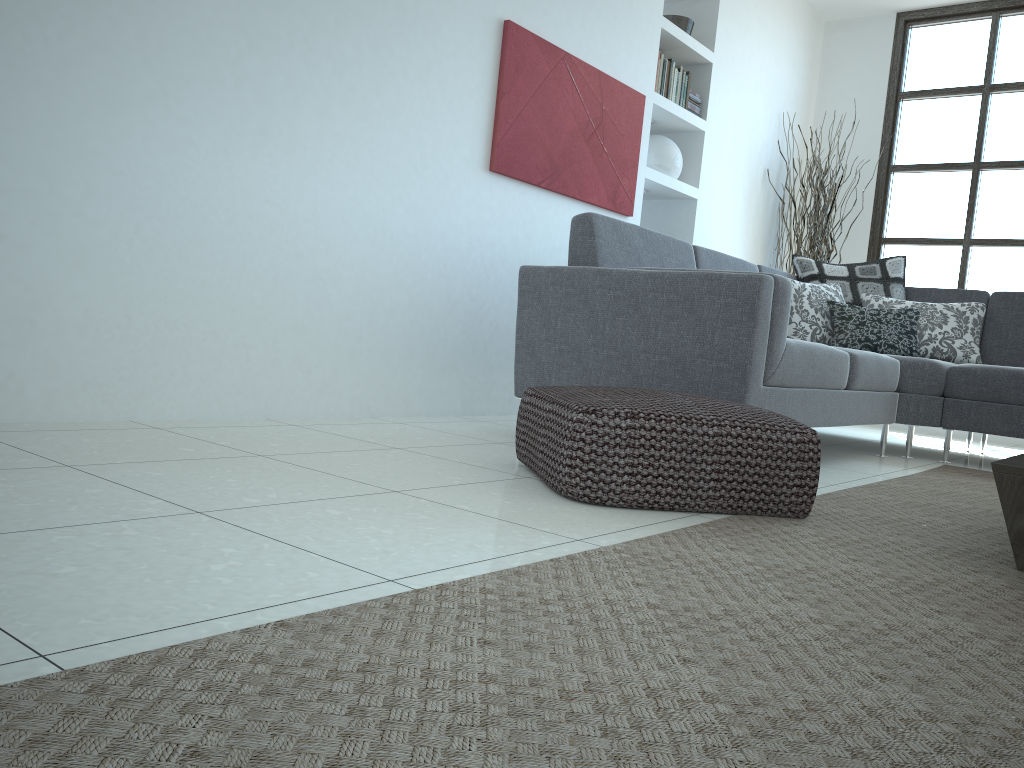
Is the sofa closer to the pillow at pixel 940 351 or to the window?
the pillow at pixel 940 351

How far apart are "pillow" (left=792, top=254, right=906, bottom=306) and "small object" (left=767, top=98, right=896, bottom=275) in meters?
1.2

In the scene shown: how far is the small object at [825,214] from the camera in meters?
6.0

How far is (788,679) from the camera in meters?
1.1

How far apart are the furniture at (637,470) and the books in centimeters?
304cm

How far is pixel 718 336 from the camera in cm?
276

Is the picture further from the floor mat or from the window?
the window

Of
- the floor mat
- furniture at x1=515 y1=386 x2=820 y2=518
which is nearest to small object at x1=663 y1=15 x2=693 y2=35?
the floor mat

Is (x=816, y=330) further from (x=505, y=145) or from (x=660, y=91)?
(x=505, y=145)

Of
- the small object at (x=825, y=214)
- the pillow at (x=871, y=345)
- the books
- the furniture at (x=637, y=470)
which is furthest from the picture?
the small object at (x=825, y=214)
